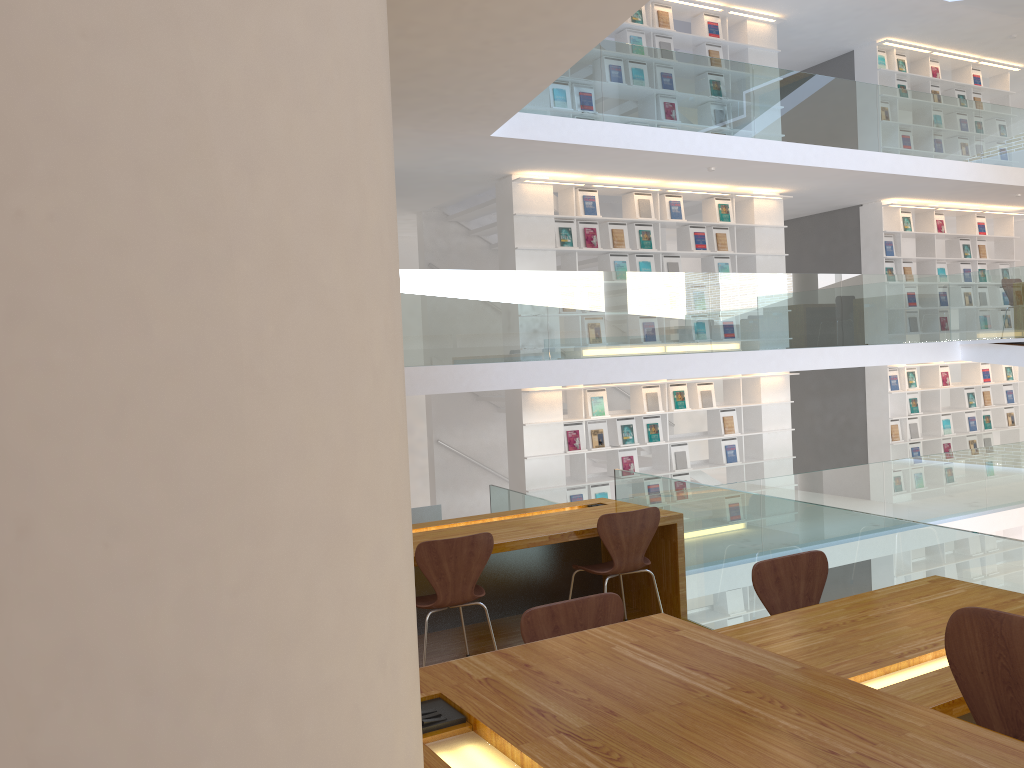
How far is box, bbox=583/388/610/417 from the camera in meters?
9.1

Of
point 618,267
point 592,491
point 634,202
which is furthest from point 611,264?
point 592,491

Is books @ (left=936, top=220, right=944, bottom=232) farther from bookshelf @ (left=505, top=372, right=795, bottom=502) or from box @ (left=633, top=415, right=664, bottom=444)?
box @ (left=633, top=415, right=664, bottom=444)

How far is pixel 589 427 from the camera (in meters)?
9.15

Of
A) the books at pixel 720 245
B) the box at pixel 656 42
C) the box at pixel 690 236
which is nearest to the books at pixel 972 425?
the books at pixel 720 245

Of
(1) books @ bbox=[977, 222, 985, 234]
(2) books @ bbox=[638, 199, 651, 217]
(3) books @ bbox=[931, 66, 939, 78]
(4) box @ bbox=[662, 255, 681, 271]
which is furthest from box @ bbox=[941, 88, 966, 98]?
(2) books @ bbox=[638, 199, 651, 217]

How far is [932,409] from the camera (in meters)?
12.02

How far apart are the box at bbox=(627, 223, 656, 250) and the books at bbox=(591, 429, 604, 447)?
2.0 meters

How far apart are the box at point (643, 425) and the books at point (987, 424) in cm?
582

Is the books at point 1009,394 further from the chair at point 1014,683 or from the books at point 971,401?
the chair at point 1014,683
